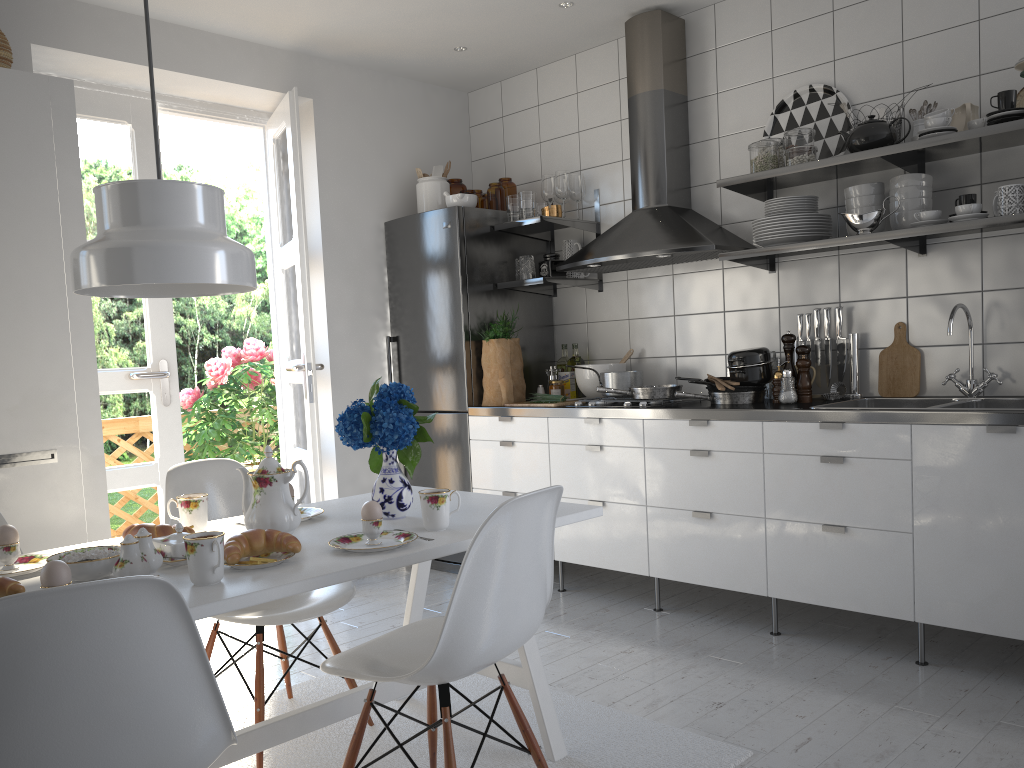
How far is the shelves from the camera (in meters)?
2.90

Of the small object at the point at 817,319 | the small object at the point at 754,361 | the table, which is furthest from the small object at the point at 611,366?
the table

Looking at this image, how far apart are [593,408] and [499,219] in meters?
1.2 m

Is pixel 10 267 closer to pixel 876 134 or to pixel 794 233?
pixel 794 233

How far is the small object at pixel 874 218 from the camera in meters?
3.2 m

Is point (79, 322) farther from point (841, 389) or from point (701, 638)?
point (841, 389)

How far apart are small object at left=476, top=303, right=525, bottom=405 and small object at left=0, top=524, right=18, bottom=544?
2.6 meters

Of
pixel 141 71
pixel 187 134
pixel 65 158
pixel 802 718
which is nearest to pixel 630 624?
pixel 802 718

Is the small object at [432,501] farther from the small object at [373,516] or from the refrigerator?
the refrigerator

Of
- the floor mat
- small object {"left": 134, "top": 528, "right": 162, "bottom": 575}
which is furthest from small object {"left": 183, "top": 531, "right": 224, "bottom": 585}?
the floor mat
